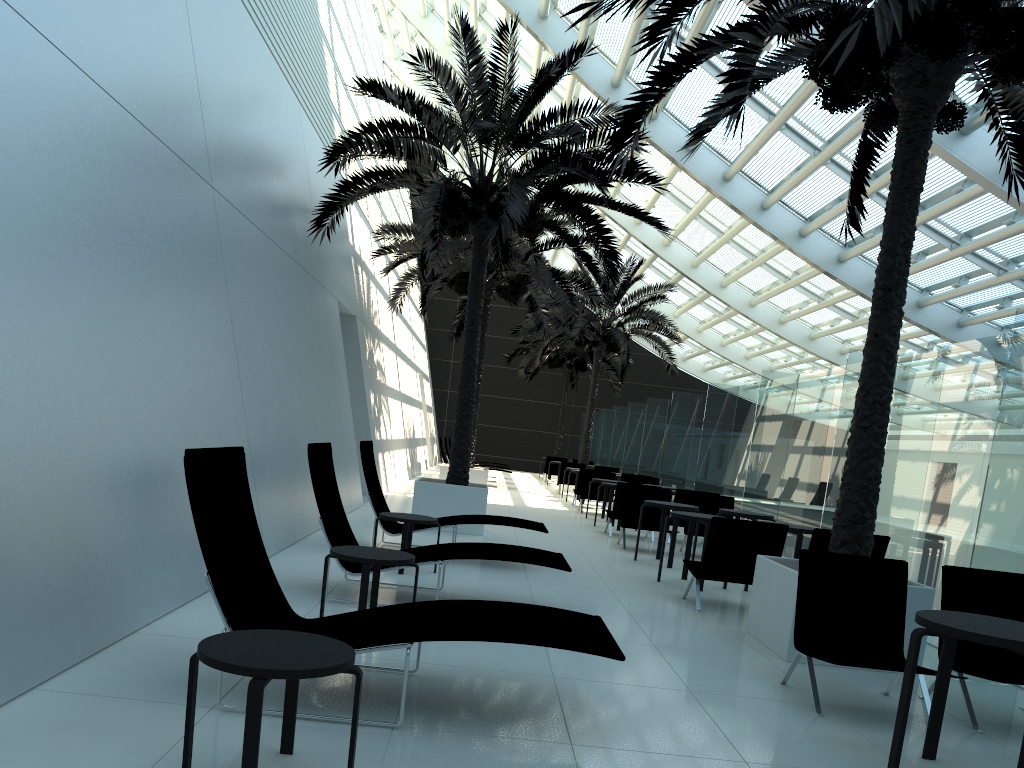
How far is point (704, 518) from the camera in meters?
9.0

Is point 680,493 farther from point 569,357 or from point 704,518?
point 569,357

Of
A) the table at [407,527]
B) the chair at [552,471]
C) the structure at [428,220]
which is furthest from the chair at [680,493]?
the chair at [552,471]

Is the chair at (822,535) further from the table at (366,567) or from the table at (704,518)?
the table at (366,567)

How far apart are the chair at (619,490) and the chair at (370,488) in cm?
420

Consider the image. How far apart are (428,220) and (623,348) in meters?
13.8 m

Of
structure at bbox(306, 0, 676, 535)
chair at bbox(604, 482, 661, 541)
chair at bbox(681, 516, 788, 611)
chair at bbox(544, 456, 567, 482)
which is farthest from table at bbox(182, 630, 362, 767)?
chair at bbox(544, 456, 567, 482)

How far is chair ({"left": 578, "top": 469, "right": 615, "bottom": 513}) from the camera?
18.2 meters

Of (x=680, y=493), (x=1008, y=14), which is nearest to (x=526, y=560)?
(x=1008, y=14)

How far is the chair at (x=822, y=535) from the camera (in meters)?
7.77
